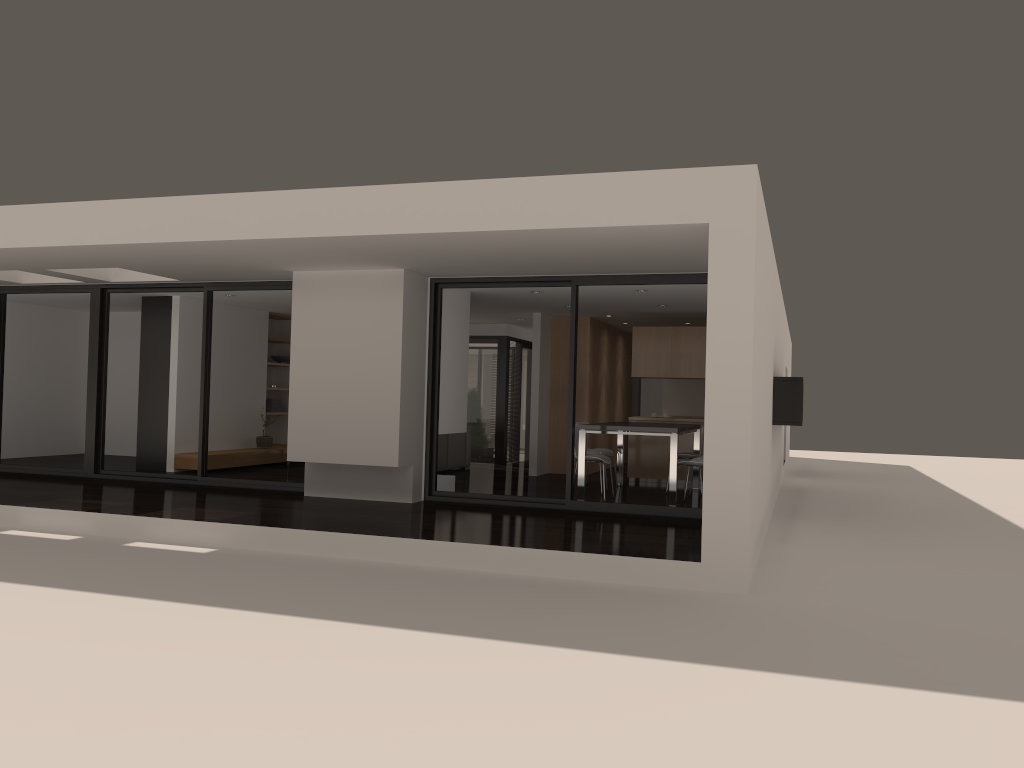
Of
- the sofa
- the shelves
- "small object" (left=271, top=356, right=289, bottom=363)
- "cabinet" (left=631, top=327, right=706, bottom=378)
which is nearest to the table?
"cabinet" (left=631, top=327, right=706, bottom=378)

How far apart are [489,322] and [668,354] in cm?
363

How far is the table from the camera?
9.5m

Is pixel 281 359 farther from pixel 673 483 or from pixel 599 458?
pixel 673 483

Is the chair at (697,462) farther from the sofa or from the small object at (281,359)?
the small object at (281,359)

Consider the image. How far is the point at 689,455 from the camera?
11.03m

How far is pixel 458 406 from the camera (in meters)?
10.45

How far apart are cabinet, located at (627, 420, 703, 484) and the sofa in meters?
2.7 m

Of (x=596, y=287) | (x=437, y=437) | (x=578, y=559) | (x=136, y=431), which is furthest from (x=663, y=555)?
(x=136, y=431)

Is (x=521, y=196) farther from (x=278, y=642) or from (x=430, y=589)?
(x=278, y=642)
